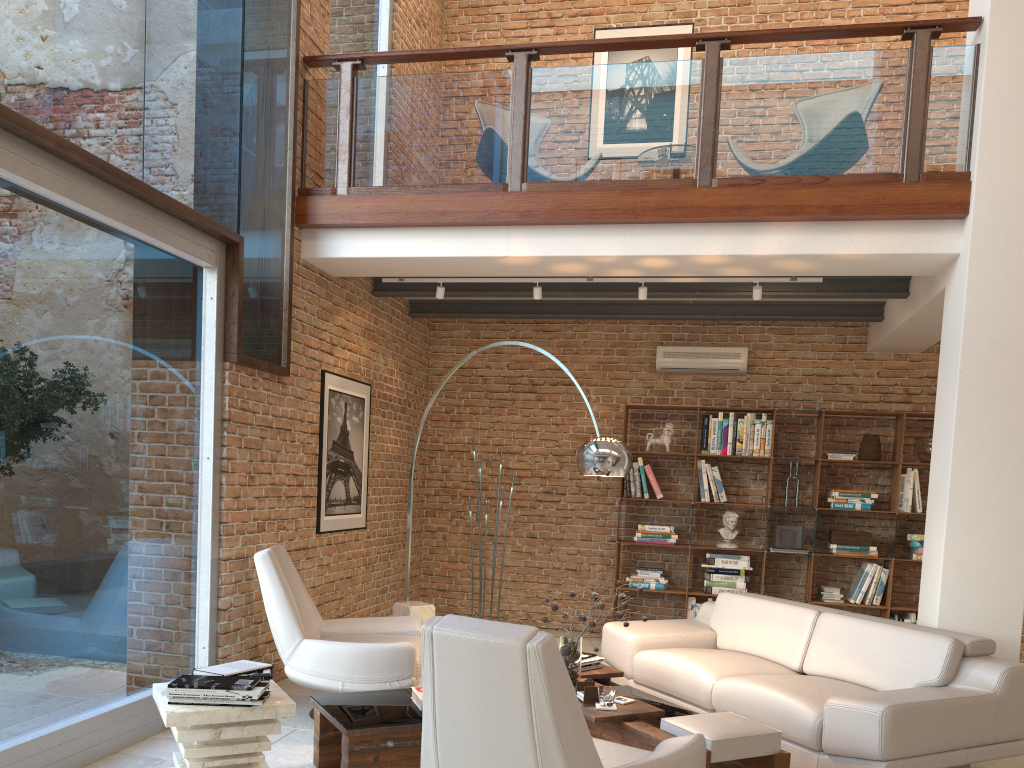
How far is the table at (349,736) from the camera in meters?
3.6

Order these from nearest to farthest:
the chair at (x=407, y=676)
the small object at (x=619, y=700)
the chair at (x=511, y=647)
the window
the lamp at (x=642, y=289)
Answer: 1. the chair at (x=511, y=647)
2. the window
3. the small object at (x=619, y=700)
4. the chair at (x=407, y=676)
5. the lamp at (x=642, y=289)

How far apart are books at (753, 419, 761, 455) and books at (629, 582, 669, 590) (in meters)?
1.44

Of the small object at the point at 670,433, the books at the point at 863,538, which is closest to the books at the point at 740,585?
the books at the point at 863,538

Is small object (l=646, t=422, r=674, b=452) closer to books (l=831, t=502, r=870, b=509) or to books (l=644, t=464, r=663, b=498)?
books (l=644, t=464, r=663, b=498)

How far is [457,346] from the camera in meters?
8.8

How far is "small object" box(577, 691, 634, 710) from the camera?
4.1m

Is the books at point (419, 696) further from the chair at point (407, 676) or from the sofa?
the sofa

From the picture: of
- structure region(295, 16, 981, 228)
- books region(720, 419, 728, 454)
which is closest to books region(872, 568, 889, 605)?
books region(720, 419, 728, 454)

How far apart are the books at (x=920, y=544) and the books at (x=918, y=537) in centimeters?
6cm
